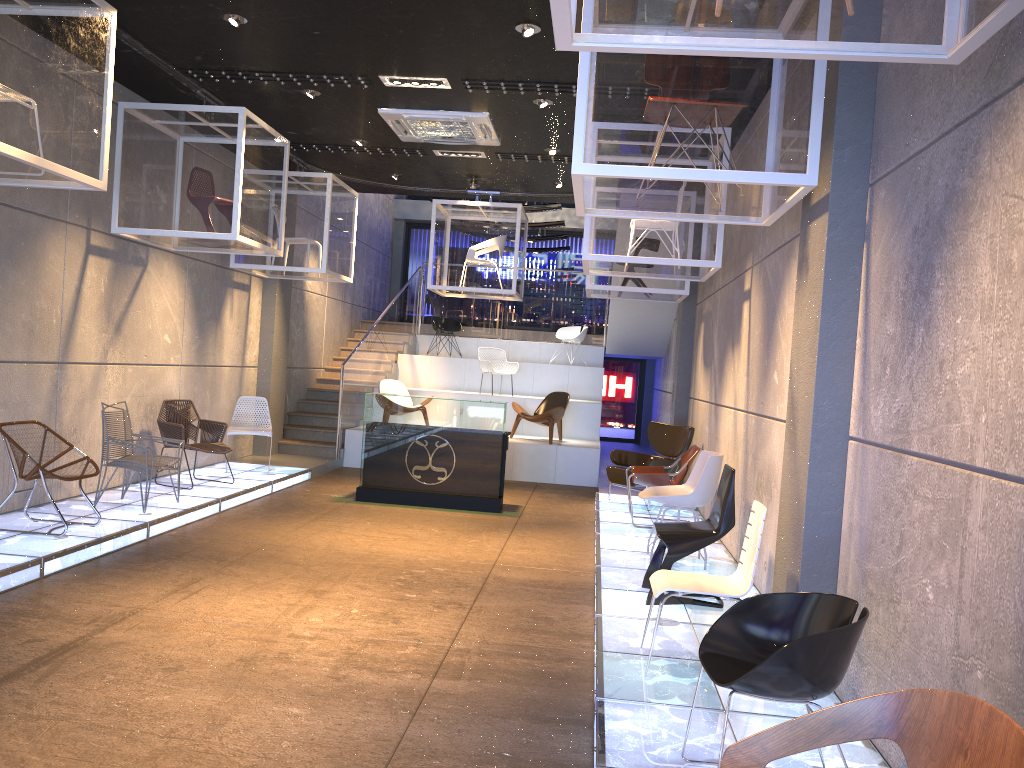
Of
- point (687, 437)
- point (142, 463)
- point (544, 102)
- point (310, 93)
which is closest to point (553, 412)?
point (687, 437)

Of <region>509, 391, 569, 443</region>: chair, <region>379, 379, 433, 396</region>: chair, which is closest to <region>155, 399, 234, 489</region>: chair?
<region>379, 379, 433, 396</region>: chair

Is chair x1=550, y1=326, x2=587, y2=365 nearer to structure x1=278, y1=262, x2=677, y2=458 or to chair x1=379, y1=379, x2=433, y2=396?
structure x1=278, y1=262, x2=677, y2=458

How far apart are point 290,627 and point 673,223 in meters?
4.6

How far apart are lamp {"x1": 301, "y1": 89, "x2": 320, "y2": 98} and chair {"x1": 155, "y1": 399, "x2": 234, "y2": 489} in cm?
355

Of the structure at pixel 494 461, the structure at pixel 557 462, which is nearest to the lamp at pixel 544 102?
the structure at pixel 494 461

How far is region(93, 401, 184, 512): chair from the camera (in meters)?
7.62

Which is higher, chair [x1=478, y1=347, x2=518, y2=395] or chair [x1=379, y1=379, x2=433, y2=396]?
chair [x1=478, y1=347, x2=518, y2=395]

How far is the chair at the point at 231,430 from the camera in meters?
10.4

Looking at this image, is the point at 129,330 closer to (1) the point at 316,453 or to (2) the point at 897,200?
(1) the point at 316,453
